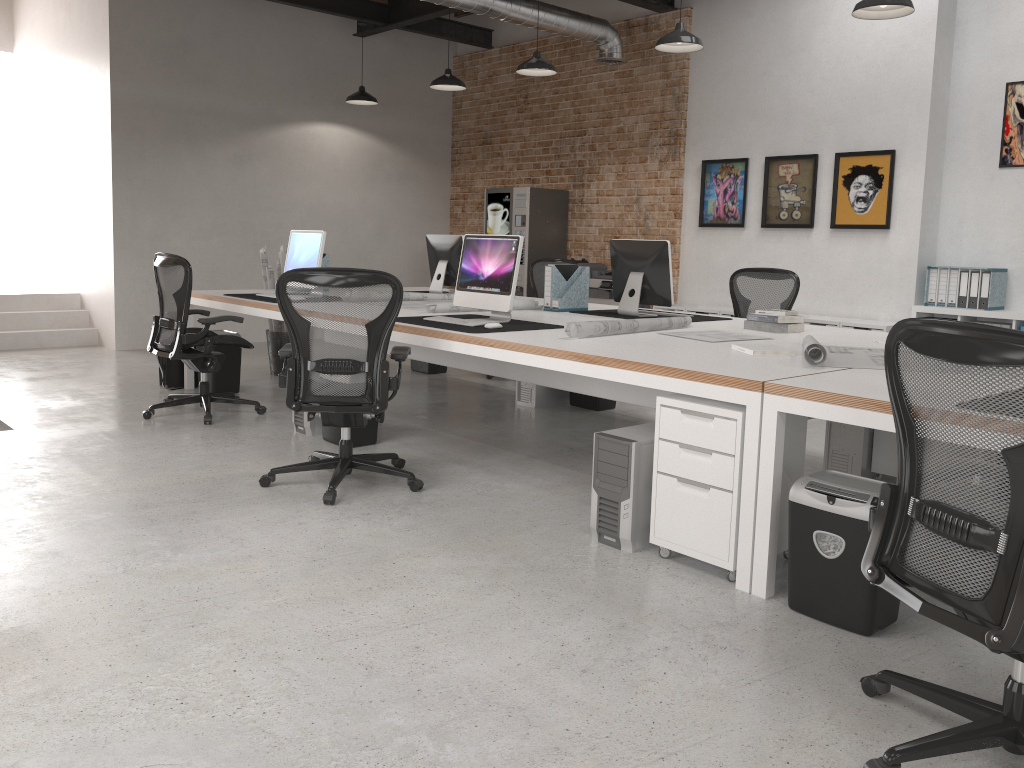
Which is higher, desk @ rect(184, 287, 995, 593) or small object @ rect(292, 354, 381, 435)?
desk @ rect(184, 287, 995, 593)

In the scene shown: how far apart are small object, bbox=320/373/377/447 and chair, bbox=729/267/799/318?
3.06m

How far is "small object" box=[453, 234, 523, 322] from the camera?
4.7m

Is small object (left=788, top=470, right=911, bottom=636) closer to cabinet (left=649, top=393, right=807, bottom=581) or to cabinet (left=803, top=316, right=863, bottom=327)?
cabinet (left=649, top=393, right=807, bottom=581)

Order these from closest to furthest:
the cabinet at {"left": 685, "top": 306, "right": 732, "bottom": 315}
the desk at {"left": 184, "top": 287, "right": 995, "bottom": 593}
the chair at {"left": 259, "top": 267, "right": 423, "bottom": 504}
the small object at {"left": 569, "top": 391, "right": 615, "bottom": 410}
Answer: the desk at {"left": 184, "top": 287, "right": 995, "bottom": 593} < the chair at {"left": 259, "top": 267, "right": 423, "bottom": 504} < the small object at {"left": 569, "top": 391, "right": 615, "bottom": 410} < the cabinet at {"left": 685, "top": 306, "right": 732, "bottom": 315}

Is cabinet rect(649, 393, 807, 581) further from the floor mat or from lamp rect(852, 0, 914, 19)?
the floor mat

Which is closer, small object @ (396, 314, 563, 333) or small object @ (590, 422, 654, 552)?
small object @ (590, 422, 654, 552)

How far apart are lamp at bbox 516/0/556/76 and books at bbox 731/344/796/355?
4.4 meters

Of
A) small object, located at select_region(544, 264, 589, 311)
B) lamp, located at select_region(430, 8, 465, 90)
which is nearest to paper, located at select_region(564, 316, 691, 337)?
small object, located at select_region(544, 264, 589, 311)

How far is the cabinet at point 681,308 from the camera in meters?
8.4
